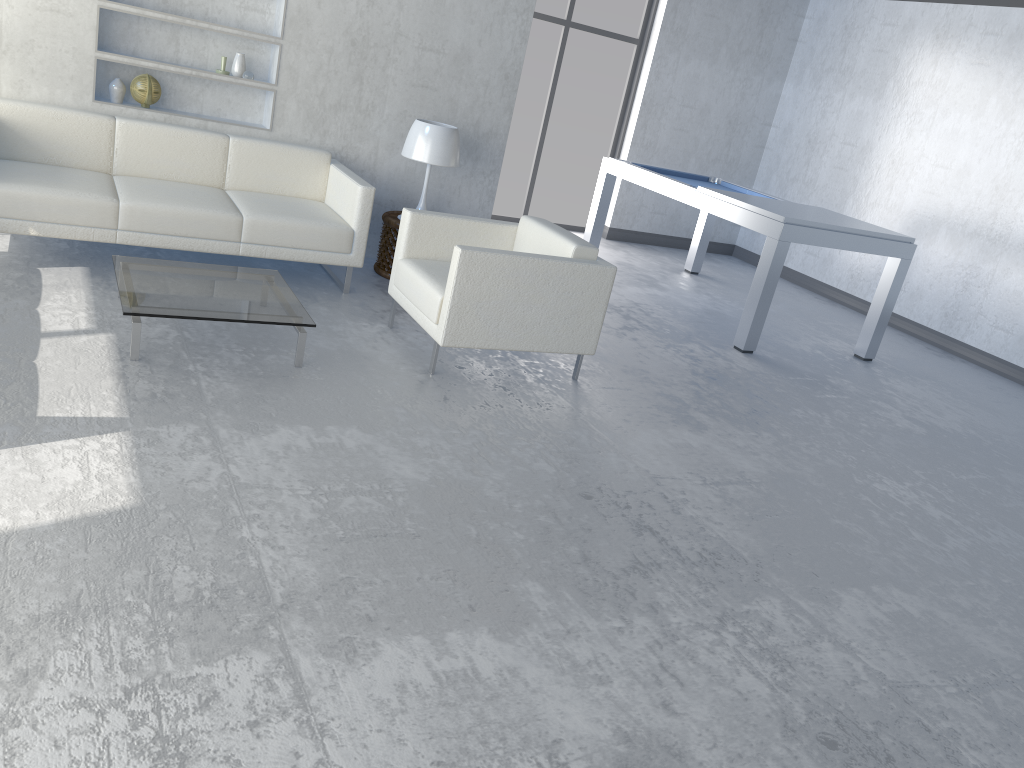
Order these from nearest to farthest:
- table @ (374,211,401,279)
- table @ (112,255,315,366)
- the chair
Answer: table @ (112,255,315,366) < the chair < table @ (374,211,401,279)

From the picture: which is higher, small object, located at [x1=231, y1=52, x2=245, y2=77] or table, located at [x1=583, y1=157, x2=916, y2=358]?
small object, located at [x1=231, y1=52, x2=245, y2=77]

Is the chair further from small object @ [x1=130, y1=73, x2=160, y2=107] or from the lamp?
small object @ [x1=130, y1=73, x2=160, y2=107]

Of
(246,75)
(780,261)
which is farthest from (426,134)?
(780,261)

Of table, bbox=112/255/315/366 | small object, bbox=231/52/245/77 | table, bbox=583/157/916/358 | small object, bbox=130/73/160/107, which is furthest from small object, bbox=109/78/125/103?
table, bbox=583/157/916/358

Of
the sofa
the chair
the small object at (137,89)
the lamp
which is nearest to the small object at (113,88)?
the small object at (137,89)

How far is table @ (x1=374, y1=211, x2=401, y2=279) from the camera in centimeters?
521cm

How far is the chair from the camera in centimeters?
380cm

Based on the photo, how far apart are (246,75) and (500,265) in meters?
2.2 m

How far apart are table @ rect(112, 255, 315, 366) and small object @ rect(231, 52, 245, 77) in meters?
1.5 m
